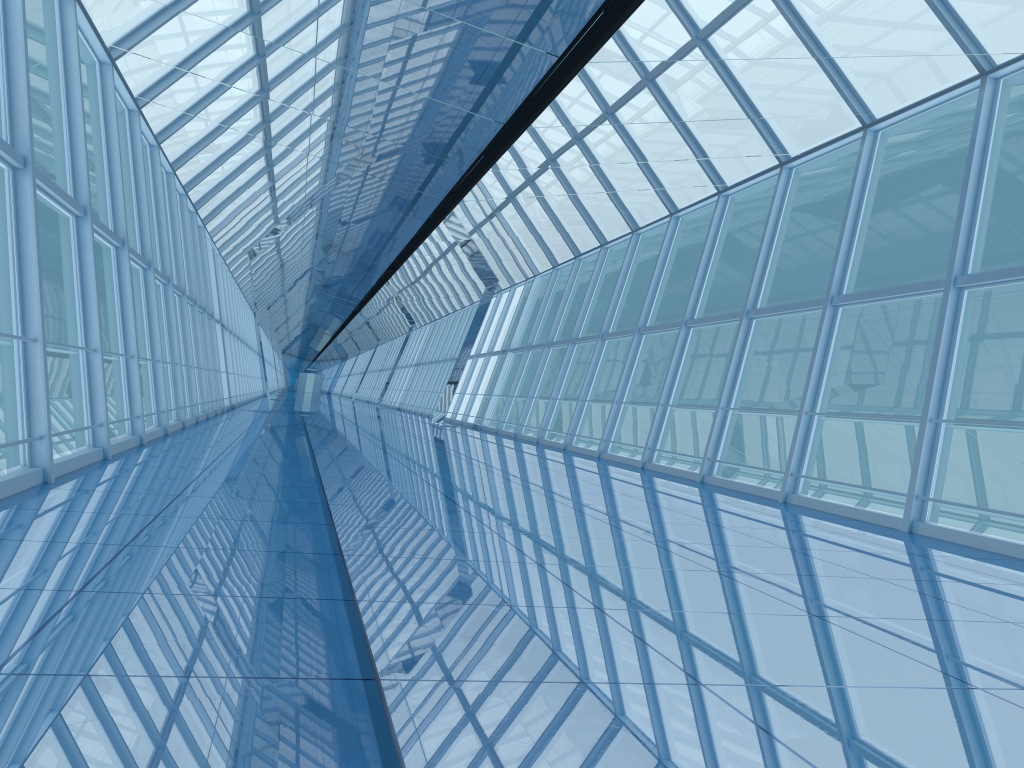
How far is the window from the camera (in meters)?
8.18

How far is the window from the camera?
8.2 meters
